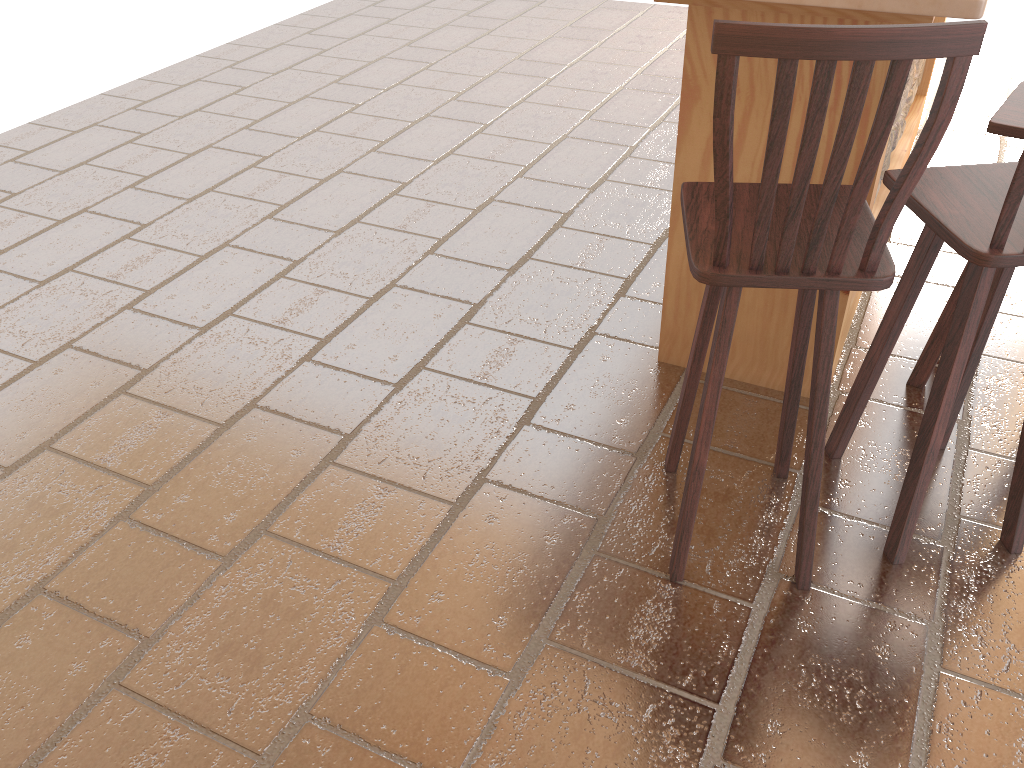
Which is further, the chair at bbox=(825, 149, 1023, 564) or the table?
the table

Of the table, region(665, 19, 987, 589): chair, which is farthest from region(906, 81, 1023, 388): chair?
region(665, 19, 987, 589): chair

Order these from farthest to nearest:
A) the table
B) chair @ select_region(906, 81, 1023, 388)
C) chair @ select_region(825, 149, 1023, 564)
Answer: chair @ select_region(906, 81, 1023, 388) < the table < chair @ select_region(825, 149, 1023, 564)

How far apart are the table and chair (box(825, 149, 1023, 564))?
0.26m

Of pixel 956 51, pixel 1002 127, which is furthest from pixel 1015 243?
pixel 1002 127

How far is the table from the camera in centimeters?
202cm

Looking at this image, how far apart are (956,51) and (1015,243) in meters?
0.5 m

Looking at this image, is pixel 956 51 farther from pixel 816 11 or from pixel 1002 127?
pixel 1002 127

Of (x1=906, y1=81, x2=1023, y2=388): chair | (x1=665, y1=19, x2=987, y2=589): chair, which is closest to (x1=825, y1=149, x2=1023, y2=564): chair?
(x1=665, y1=19, x2=987, y2=589): chair

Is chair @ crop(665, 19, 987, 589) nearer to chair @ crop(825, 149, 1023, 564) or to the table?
chair @ crop(825, 149, 1023, 564)
